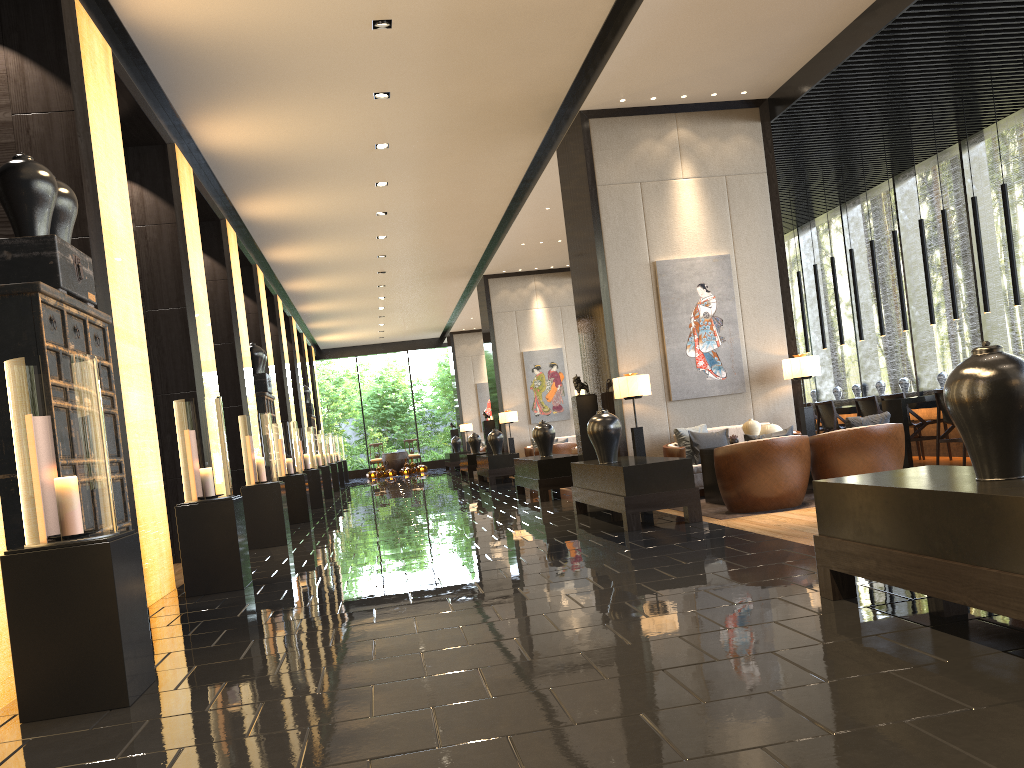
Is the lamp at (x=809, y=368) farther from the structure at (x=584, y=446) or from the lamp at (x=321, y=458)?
the lamp at (x=321, y=458)

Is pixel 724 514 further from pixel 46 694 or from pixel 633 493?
pixel 46 694

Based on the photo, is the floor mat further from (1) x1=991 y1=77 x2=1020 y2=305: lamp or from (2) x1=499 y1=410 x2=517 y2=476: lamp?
(2) x1=499 y1=410 x2=517 y2=476: lamp

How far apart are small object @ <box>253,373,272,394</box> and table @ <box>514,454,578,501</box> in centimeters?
408cm

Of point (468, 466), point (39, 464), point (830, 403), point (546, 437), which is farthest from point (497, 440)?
point (39, 464)

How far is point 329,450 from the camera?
20.8 meters

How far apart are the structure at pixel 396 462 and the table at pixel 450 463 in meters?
2.9 m

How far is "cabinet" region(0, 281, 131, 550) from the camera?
4.42m

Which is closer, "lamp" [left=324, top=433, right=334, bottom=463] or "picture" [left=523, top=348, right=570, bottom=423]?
"picture" [left=523, top=348, right=570, bottom=423]

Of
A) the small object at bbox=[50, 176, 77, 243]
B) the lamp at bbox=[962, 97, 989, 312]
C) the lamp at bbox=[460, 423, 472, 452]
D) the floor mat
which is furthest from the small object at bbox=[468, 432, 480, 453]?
the small object at bbox=[50, 176, 77, 243]
